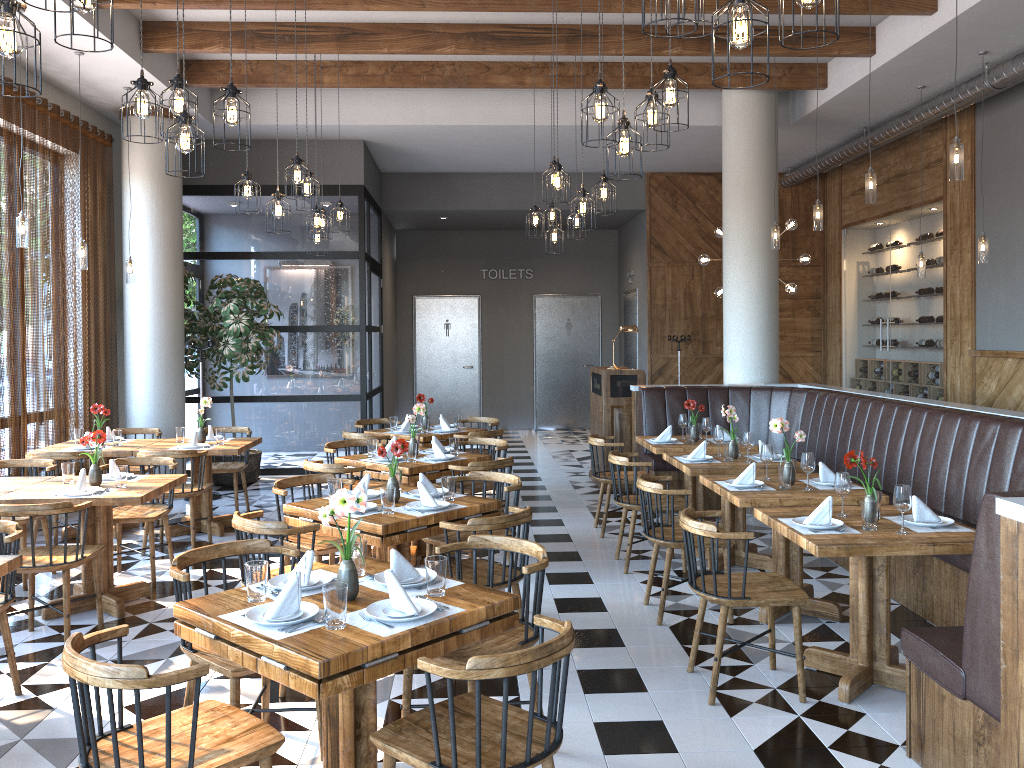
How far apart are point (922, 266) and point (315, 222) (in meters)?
5.84

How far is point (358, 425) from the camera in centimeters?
894cm

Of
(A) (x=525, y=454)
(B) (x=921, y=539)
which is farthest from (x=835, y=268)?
(B) (x=921, y=539)

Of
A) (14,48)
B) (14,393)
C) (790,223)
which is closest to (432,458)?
(14,393)

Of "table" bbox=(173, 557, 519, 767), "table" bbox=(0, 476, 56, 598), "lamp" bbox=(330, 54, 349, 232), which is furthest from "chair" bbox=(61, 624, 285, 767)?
"lamp" bbox=(330, 54, 349, 232)

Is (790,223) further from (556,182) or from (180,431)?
(180,431)

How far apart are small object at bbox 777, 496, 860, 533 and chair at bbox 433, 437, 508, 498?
3.1 meters

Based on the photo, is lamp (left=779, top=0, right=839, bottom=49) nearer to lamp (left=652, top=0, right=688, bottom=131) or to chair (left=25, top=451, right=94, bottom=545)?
lamp (left=652, top=0, right=688, bottom=131)

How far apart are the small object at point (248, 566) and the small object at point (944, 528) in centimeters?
293cm

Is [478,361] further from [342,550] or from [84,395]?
[342,550]
